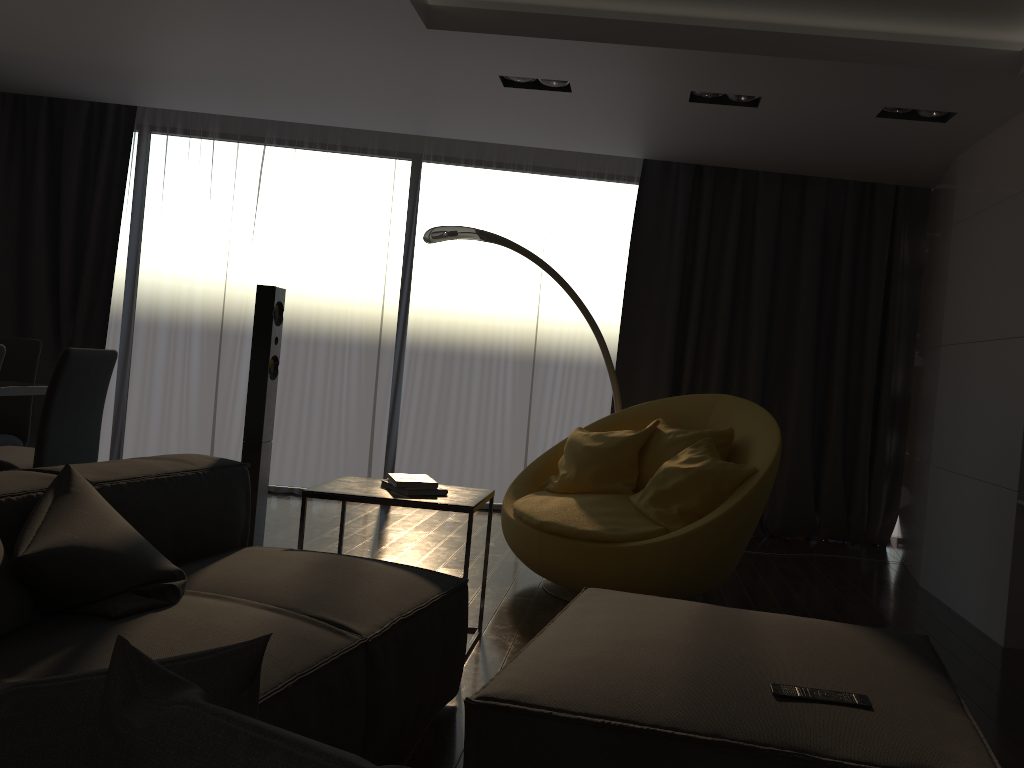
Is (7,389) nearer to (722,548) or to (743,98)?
(722,548)

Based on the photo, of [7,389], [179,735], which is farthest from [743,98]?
[179,735]

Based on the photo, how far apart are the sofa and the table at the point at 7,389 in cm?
153

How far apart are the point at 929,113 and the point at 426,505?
3.13m

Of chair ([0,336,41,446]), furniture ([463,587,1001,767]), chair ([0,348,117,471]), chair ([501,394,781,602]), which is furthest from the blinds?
furniture ([463,587,1001,767])

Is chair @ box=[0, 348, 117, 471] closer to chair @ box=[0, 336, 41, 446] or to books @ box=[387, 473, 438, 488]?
chair @ box=[0, 336, 41, 446]

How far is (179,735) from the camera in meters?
0.7

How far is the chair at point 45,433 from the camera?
3.76m

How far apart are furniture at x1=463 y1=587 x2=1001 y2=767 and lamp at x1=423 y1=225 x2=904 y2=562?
2.5m

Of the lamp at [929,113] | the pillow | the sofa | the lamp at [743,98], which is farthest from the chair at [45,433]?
the lamp at [929,113]
